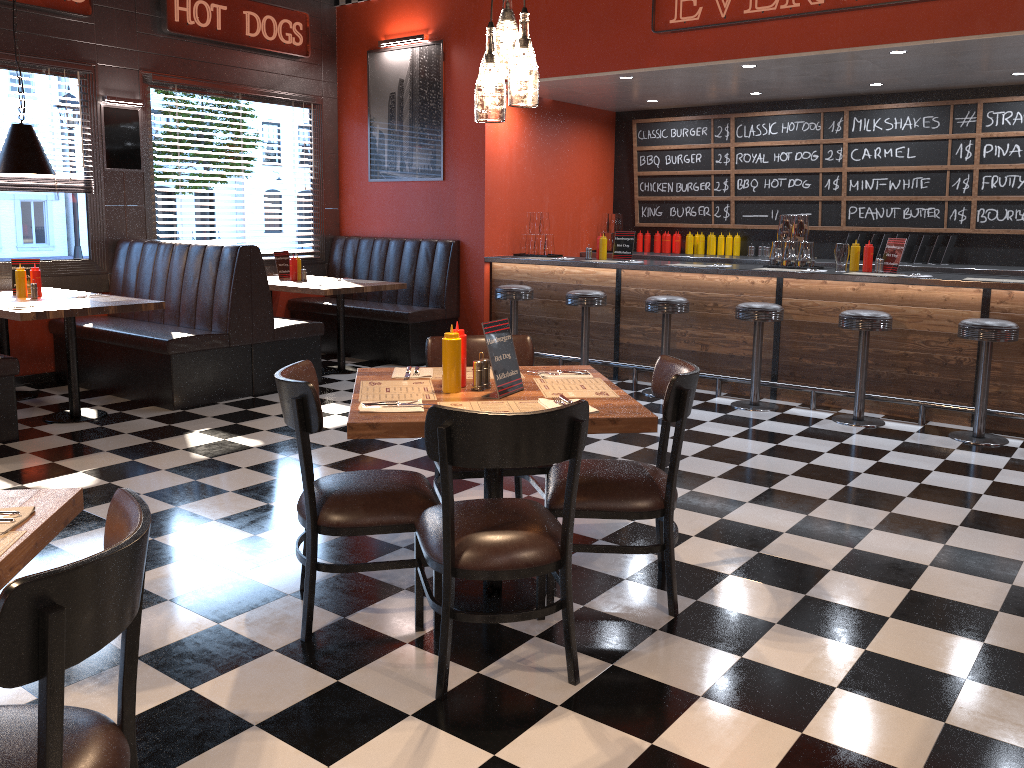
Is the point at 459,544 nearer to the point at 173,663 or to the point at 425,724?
the point at 425,724

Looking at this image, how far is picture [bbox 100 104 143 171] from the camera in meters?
7.3 m

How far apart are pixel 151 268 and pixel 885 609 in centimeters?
602cm

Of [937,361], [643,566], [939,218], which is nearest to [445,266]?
[937,361]

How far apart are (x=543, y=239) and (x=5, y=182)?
4.5 meters

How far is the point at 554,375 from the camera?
3.44m

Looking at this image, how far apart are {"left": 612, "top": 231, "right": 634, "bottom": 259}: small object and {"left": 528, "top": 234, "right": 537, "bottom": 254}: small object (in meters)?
0.86

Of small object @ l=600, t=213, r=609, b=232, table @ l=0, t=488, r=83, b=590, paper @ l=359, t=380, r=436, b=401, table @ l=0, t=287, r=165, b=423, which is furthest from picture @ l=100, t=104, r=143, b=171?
table @ l=0, t=488, r=83, b=590

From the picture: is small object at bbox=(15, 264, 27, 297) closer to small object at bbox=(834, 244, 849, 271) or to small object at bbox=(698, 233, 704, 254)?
small object at bbox=(834, 244, 849, 271)

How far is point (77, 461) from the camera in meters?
5.0
